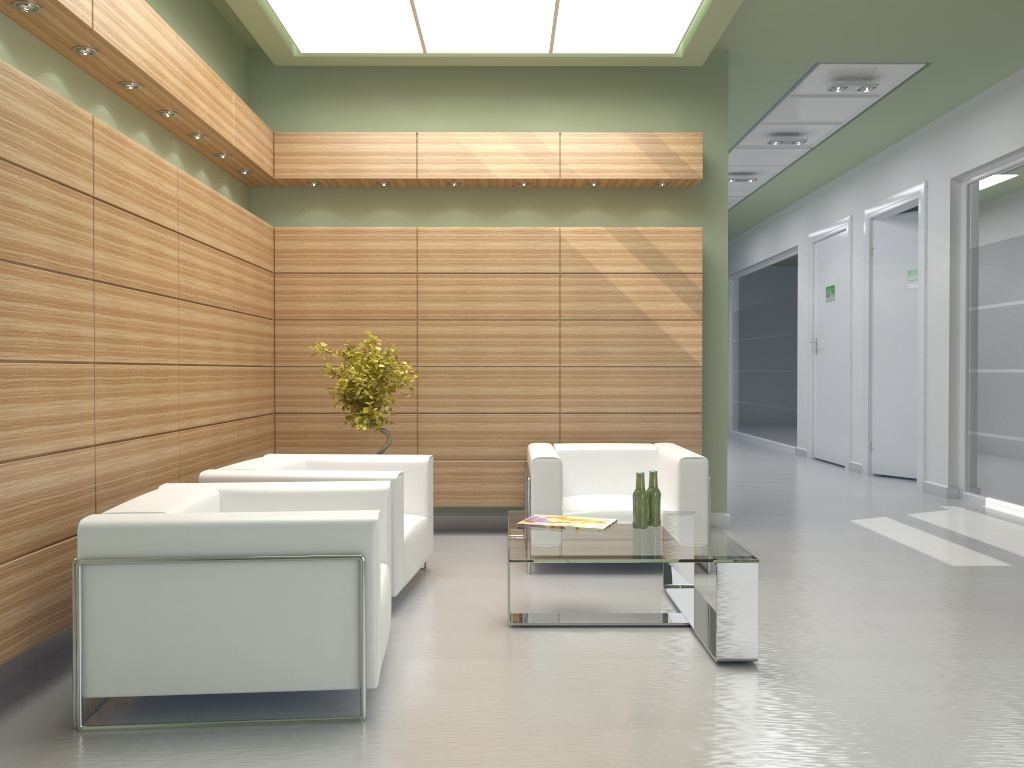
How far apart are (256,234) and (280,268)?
0.8m

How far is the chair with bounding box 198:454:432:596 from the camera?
7.56m

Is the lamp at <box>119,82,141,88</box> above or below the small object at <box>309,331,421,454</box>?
above

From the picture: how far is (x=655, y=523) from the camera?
7.5 meters

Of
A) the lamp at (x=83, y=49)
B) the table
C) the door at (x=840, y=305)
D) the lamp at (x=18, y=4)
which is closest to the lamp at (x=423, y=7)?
the lamp at (x=83, y=49)

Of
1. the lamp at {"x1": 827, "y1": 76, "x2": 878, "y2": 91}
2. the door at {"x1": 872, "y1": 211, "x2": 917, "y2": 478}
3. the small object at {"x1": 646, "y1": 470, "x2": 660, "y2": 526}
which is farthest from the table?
the door at {"x1": 872, "y1": 211, "x2": 917, "y2": 478}

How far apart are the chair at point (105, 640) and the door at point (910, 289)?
13.26m

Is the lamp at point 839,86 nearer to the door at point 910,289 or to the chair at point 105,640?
Result: the door at point 910,289

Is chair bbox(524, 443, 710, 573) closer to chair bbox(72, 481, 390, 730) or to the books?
the books

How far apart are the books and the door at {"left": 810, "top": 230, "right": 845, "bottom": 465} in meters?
13.2
